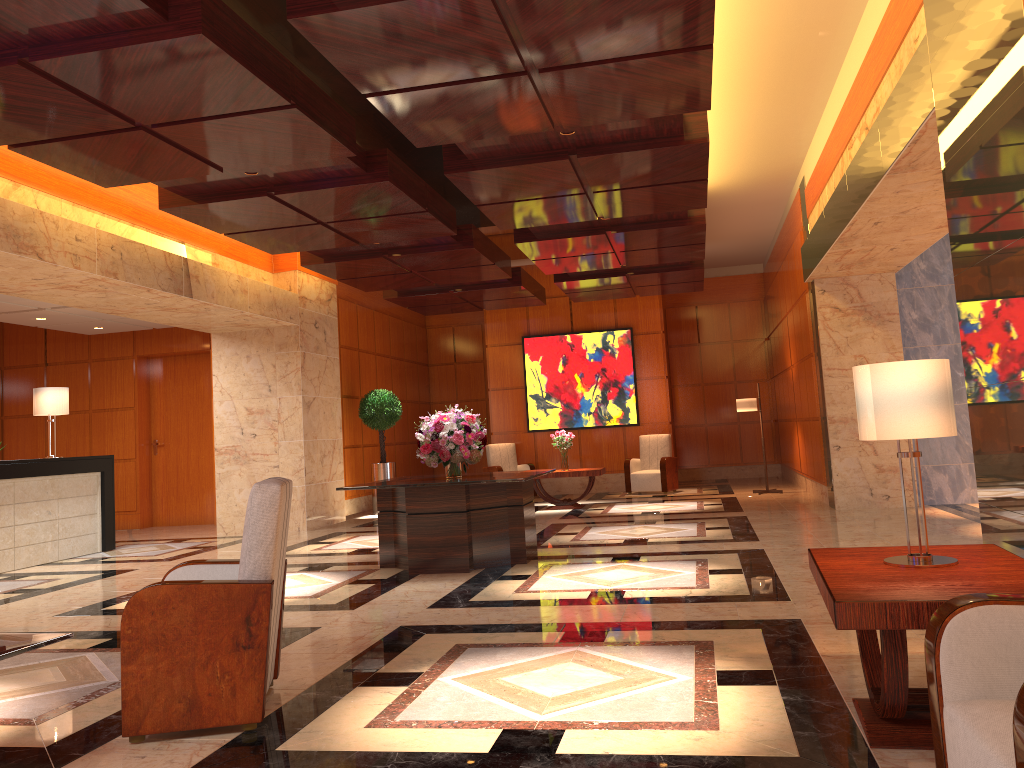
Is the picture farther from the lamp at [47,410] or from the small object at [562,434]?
the lamp at [47,410]

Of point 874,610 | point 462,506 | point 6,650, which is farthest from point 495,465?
point 874,610

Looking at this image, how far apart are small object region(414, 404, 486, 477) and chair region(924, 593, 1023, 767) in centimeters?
555cm

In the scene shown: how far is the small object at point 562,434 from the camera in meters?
13.1 m

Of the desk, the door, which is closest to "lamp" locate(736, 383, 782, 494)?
the door

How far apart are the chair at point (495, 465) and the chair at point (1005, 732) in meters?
12.7

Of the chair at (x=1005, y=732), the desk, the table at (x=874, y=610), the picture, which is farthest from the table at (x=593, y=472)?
the chair at (x=1005, y=732)

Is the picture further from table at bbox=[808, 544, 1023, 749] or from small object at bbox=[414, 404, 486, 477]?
table at bbox=[808, 544, 1023, 749]

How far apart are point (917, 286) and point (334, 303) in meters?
7.9 m

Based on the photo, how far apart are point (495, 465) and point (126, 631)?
12.0m
